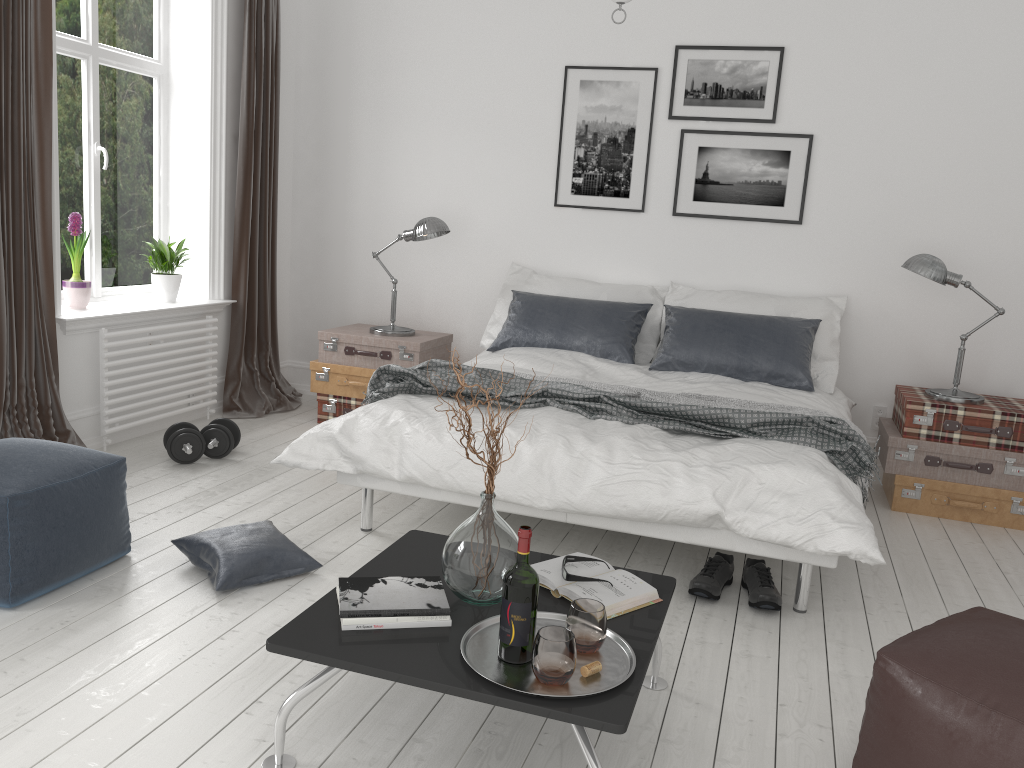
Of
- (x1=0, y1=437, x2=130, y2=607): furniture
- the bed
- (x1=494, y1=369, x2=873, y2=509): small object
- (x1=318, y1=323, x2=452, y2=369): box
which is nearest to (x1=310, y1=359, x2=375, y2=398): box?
(x1=318, y1=323, x2=452, y2=369): box

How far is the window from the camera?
4.5 meters

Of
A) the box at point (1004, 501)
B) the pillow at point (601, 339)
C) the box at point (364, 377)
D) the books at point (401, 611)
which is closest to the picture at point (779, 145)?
the pillow at point (601, 339)

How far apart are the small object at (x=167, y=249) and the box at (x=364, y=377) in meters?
0.8

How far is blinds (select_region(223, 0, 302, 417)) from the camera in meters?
5.1 m

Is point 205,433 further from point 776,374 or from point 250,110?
point 776,374

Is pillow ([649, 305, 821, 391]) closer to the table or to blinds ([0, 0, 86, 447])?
the table

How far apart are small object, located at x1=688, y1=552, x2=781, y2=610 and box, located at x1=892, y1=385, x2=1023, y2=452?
1.5 meters

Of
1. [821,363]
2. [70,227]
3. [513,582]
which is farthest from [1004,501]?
[70,227]

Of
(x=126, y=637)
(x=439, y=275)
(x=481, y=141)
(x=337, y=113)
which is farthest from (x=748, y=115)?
(x=126, y=637)
